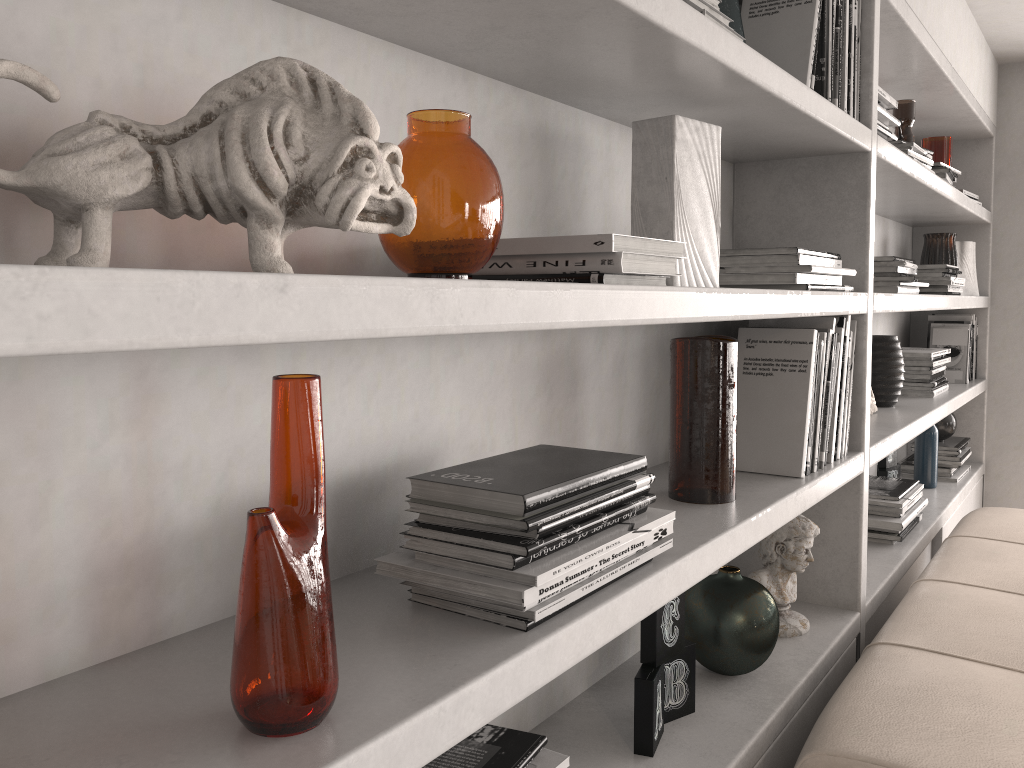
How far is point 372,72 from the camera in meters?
1.0 m

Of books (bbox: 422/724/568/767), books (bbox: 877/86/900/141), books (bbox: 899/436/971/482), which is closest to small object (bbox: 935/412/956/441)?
books (bbox: 899/436/971/482)

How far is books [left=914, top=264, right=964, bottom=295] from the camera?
2.83m

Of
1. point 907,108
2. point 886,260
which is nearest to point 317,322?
point 886,260

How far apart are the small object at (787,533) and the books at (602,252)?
0.9m

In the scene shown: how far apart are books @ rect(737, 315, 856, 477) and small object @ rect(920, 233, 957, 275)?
1.66m

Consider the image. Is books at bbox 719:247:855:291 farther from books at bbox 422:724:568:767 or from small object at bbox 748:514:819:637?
books at bbox 422:724:568:767

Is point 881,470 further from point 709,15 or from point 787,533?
point 709,15

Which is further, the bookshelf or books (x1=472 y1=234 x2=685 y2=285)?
books (x1=472 y1=234 x2=685 y2=285)

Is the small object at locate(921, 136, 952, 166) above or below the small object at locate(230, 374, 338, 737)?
above
